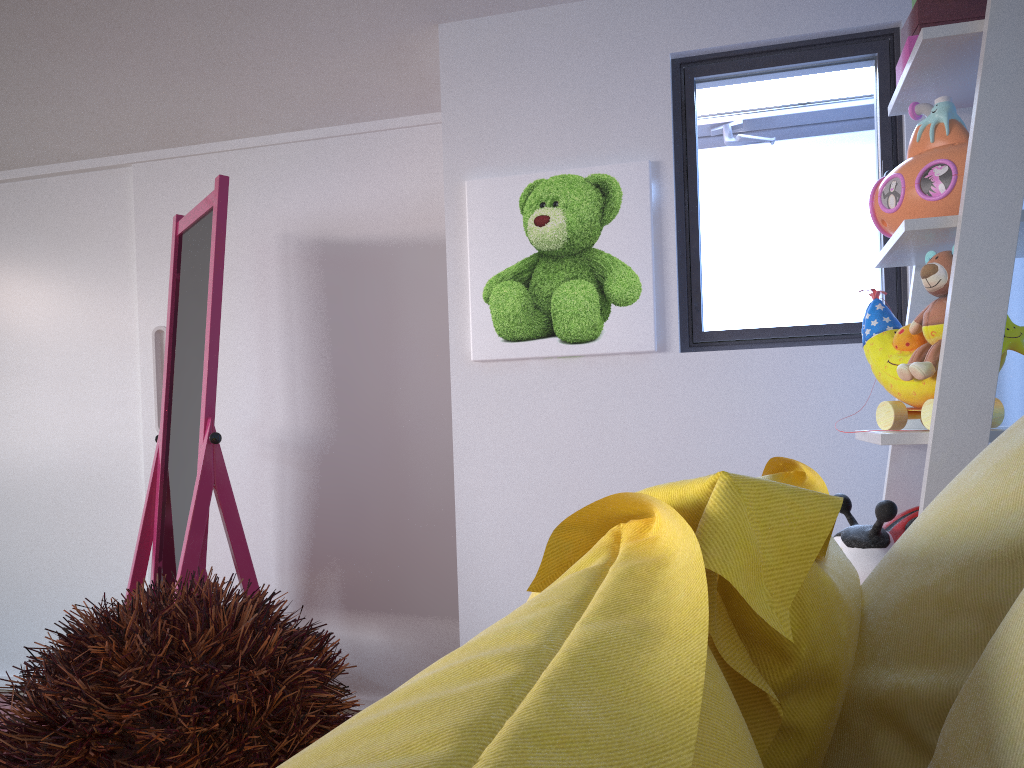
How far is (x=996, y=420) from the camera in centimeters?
132cm

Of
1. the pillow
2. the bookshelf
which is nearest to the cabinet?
the bookshelf

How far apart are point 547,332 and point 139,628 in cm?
174

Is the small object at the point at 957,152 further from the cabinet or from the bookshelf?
the cabinet

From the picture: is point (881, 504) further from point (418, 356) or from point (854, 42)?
point (418, 356)

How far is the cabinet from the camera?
2.62m

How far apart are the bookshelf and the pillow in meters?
0.3 m

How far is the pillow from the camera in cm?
26

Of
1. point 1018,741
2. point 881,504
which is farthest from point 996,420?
point 1018,741

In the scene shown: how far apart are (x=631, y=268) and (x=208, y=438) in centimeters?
108cm
